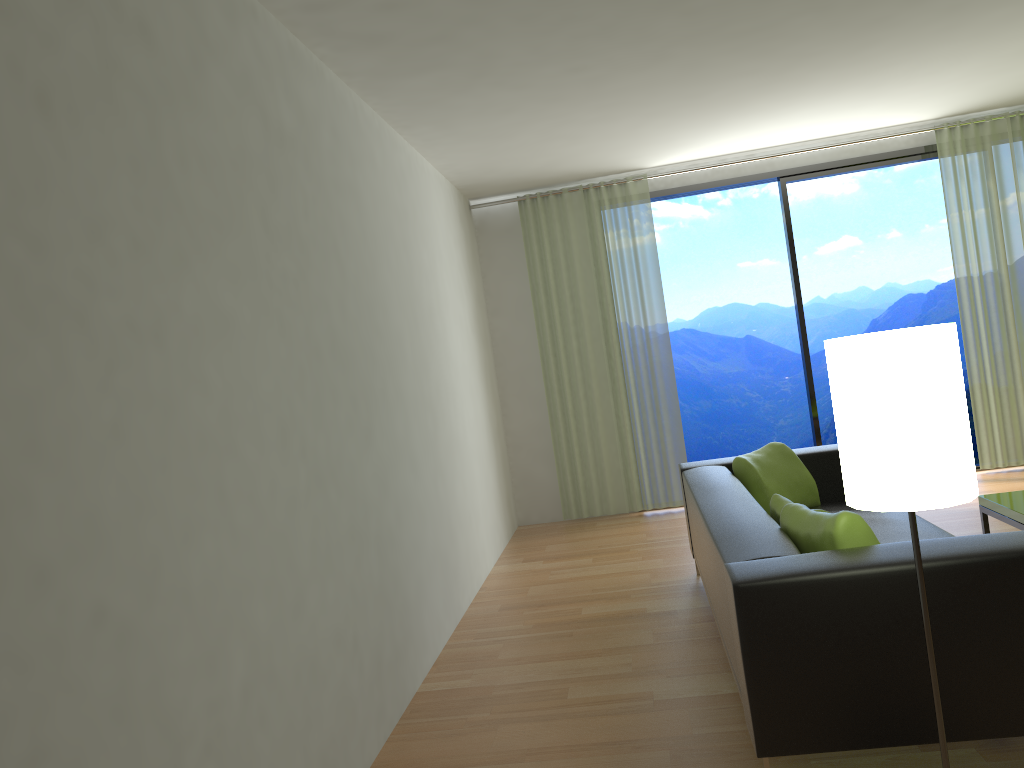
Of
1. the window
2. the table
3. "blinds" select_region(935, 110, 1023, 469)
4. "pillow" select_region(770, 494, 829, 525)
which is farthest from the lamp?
"blinds" select_region(935, 110, 1023, 469)

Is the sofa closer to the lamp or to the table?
the lamp

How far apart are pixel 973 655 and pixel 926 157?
5.4m

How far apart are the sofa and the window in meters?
2.3

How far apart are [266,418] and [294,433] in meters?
0.2 m

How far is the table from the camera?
3.9 meters

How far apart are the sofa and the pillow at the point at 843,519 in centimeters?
4cm

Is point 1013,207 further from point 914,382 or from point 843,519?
point 914,382

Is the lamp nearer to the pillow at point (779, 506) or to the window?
the pillow at point (779, 506)

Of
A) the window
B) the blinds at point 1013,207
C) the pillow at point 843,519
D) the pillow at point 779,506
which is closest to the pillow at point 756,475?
the pillow at point 779,506
